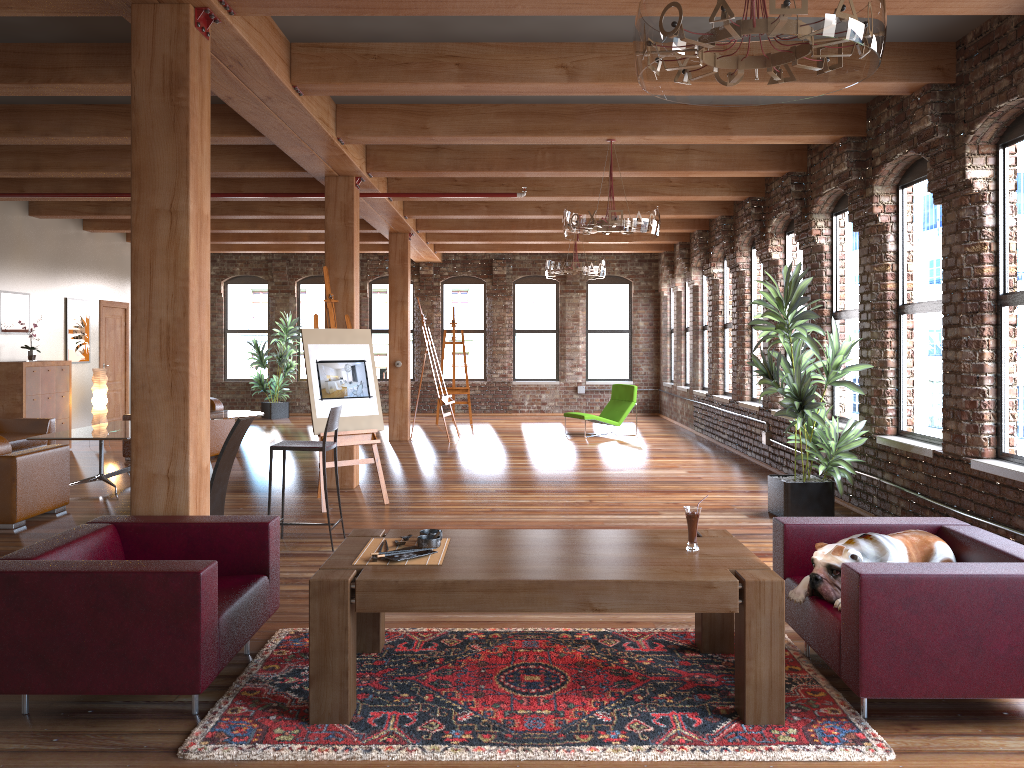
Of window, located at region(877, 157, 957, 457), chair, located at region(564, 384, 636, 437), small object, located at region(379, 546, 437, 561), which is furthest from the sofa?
window, located at region(877, 157, 957, 457)

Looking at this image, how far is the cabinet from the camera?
10.83m

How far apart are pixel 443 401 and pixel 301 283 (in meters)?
6.47

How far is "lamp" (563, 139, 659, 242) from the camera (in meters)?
6.93

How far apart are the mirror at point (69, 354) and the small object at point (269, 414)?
4.0 meters

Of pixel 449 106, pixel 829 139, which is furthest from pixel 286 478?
pixel 829 139

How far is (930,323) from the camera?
6.6 meters

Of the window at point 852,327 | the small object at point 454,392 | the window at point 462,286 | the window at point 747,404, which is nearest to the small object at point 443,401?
the small object at point 454,392

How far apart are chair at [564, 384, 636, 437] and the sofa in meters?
7.2

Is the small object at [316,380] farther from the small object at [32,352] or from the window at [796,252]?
the small object at [32,352]
